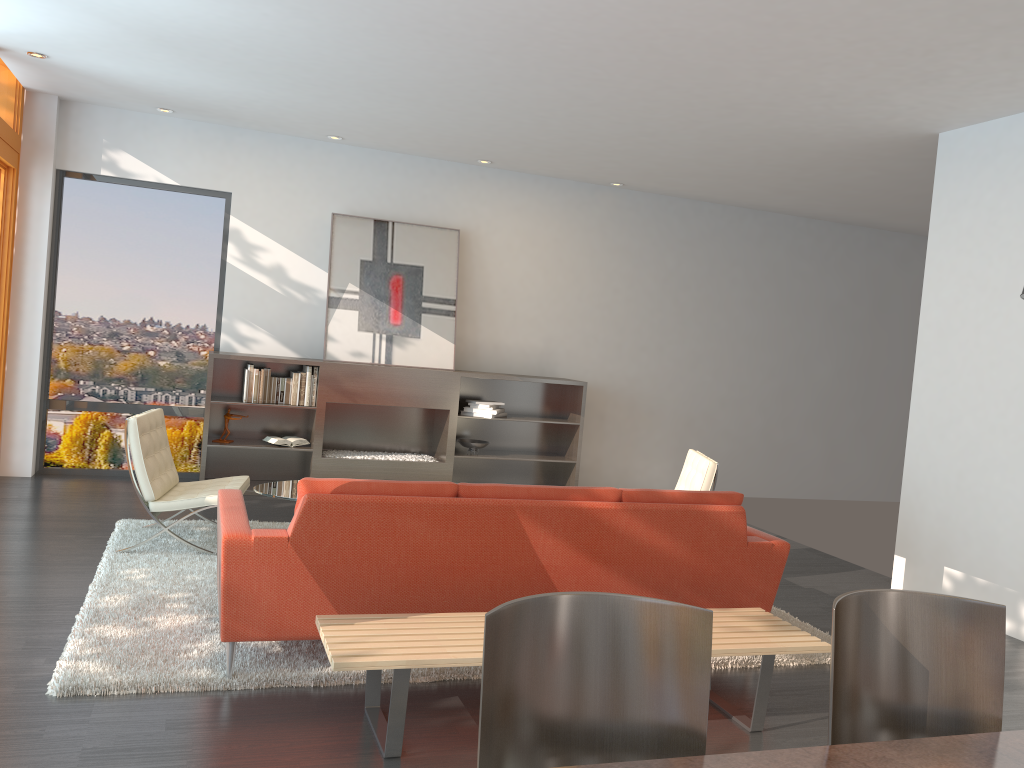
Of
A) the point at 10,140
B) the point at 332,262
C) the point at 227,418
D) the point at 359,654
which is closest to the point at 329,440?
the point at 227,418

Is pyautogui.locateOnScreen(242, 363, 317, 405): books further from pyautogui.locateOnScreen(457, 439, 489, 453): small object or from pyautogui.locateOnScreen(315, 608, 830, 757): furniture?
pyautogui.locateOnScreen(315, 608, 830, 757): furniture

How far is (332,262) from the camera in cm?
797

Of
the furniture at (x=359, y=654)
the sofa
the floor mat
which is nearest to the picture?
the floor mat

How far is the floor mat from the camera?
3.49m

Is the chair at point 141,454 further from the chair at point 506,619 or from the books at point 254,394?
the chair at point 506,619

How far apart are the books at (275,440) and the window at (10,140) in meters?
2.2

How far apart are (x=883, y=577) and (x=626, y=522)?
3.5m

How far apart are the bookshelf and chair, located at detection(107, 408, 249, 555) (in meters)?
1.48

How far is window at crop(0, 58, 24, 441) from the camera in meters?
6.8 m
